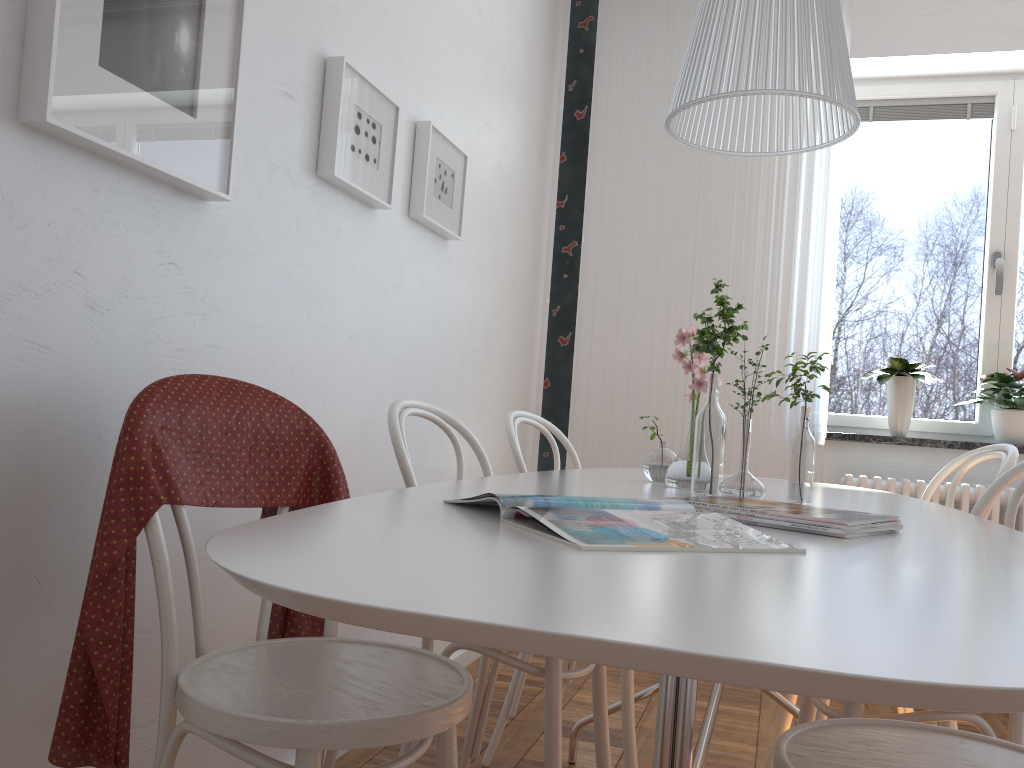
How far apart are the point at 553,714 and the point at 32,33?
1.3 meters

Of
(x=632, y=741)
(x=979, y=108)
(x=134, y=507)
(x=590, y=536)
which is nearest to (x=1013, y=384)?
(x=979, y=108)

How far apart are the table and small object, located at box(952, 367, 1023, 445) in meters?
1.4 m

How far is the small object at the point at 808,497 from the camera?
1.7m

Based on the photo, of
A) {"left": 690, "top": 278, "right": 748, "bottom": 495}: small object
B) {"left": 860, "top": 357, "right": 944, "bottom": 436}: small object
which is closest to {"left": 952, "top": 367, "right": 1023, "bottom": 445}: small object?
{"left": 860, "top": 357, "right": 944, "bottom": 436}: small object

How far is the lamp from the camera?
1.3 meters

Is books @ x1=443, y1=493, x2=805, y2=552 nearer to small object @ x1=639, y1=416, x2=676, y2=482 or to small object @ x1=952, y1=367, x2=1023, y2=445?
small object @ x1=639, y1=416, x2=676, y2=482

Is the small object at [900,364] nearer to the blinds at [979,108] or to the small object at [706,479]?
the blinds at [979,108]

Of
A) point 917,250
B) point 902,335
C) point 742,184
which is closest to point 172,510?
point 742,184

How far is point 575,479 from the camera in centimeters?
190cm
